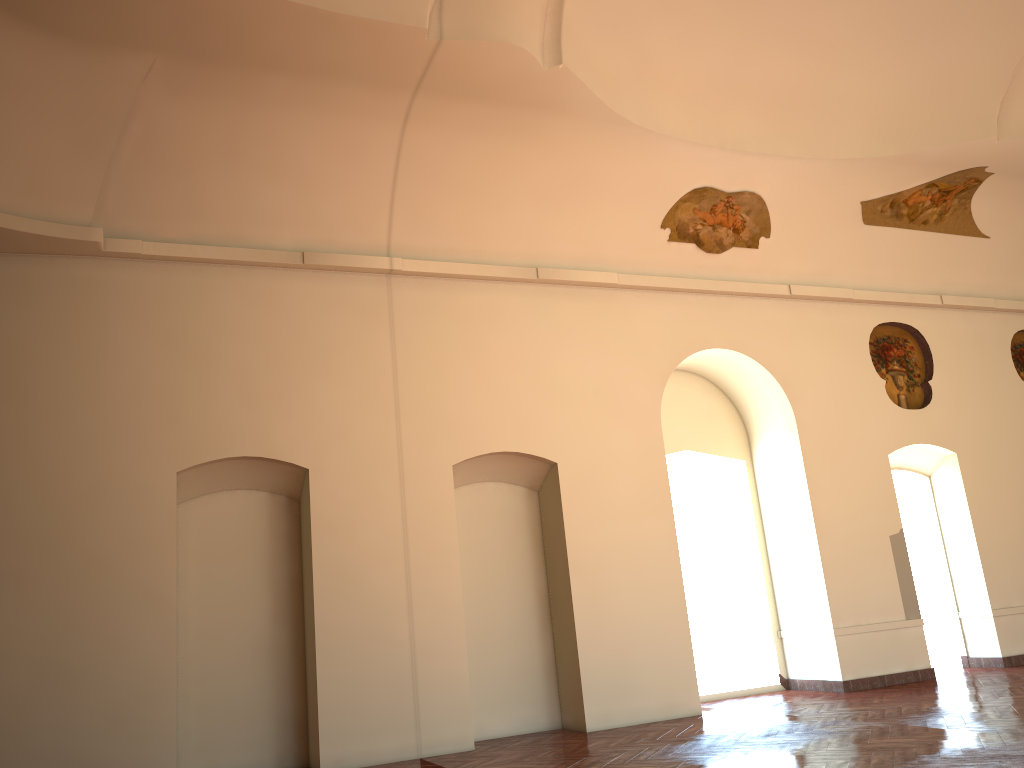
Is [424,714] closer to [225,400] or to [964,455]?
[225,400]
